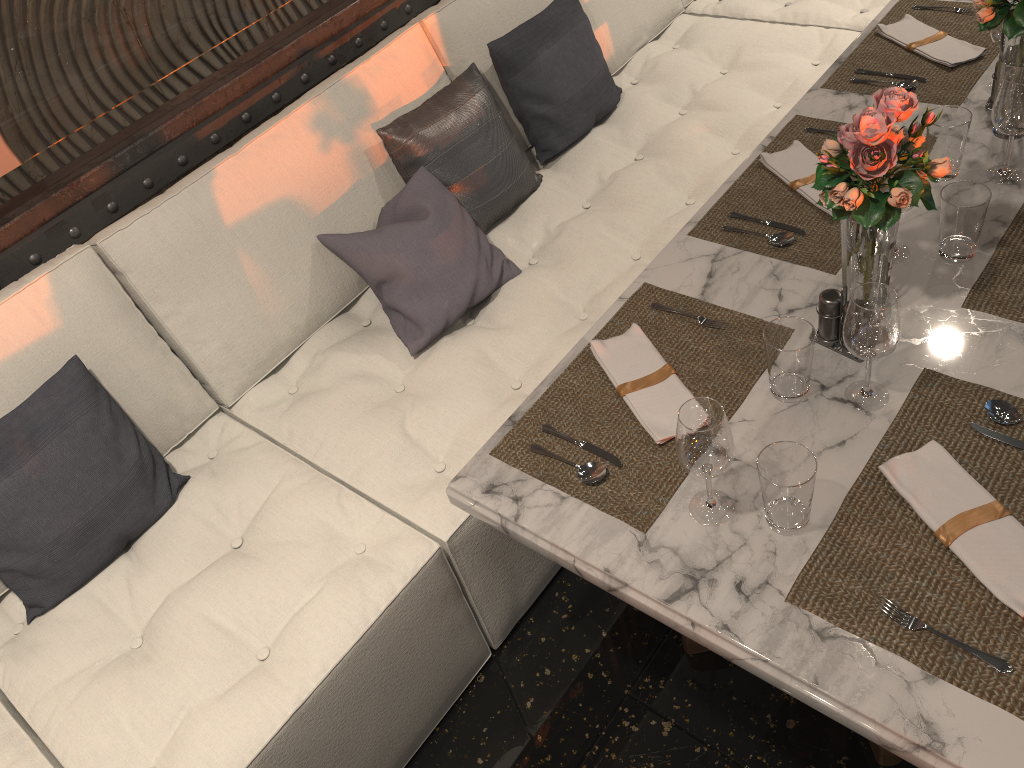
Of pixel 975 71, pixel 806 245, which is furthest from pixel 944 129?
pixel 975 71

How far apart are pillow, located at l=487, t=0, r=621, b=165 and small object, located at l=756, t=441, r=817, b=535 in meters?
1.6

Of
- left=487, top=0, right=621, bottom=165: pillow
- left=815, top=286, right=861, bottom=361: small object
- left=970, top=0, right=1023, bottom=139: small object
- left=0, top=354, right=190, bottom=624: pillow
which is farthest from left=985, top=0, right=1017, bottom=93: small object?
left=0, top=354, right=190, bottom=624: pillow

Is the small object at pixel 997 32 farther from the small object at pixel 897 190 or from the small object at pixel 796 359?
the small object at pixel 796 359

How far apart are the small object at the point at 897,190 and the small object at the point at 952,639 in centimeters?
16cm

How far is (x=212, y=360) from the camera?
2.1 meters

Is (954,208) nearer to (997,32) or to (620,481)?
(997,32)

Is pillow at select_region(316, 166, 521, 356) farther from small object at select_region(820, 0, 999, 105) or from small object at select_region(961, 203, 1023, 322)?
small object at select_region(961, 203, 1023, 322)

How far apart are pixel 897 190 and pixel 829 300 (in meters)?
0.23

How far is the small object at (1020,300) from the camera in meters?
1.5
